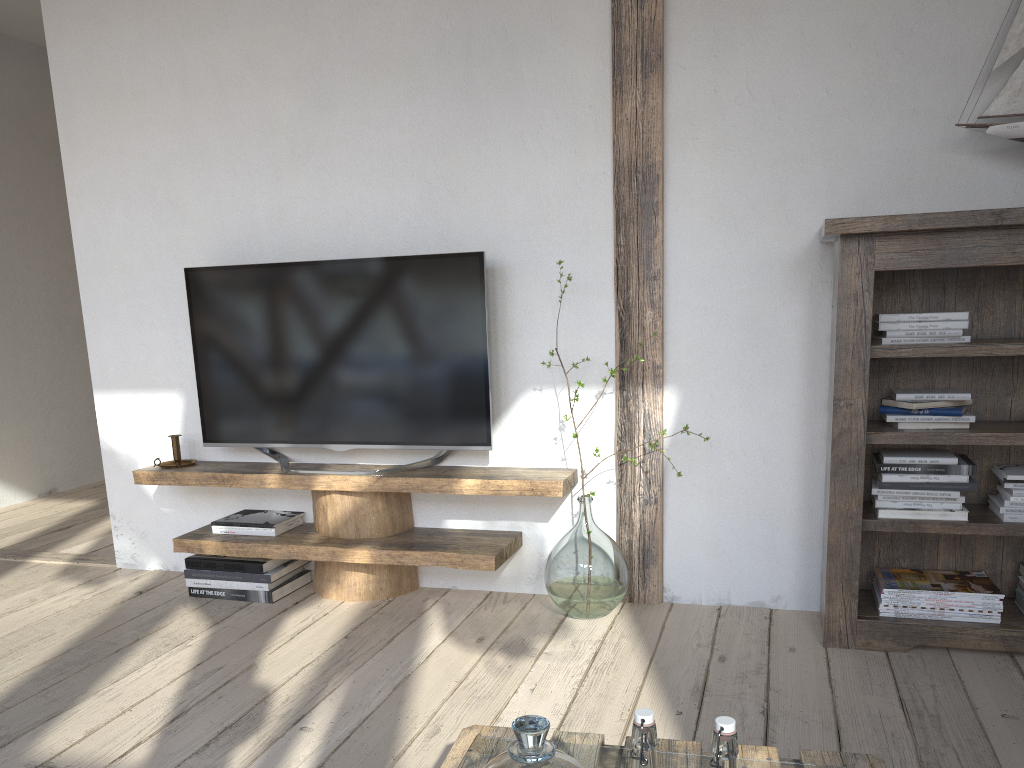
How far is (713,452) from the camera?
2.8m

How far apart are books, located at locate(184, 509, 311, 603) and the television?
0.2 meters

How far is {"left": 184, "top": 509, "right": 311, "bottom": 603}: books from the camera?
3.0 meters

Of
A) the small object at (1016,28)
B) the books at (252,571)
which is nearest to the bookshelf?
the small object at (1016,28)

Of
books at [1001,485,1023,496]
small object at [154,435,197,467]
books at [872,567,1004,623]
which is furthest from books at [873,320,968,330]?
small object at [154,435,197,467]

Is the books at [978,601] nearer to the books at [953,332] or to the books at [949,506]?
the books at [949,506]

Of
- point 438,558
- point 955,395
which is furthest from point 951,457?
point 438,558

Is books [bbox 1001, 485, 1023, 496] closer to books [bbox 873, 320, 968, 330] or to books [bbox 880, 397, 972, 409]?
books [bbox 880, 397, 972, 409]

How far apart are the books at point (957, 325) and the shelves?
1.0m

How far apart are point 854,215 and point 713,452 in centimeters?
82cm
